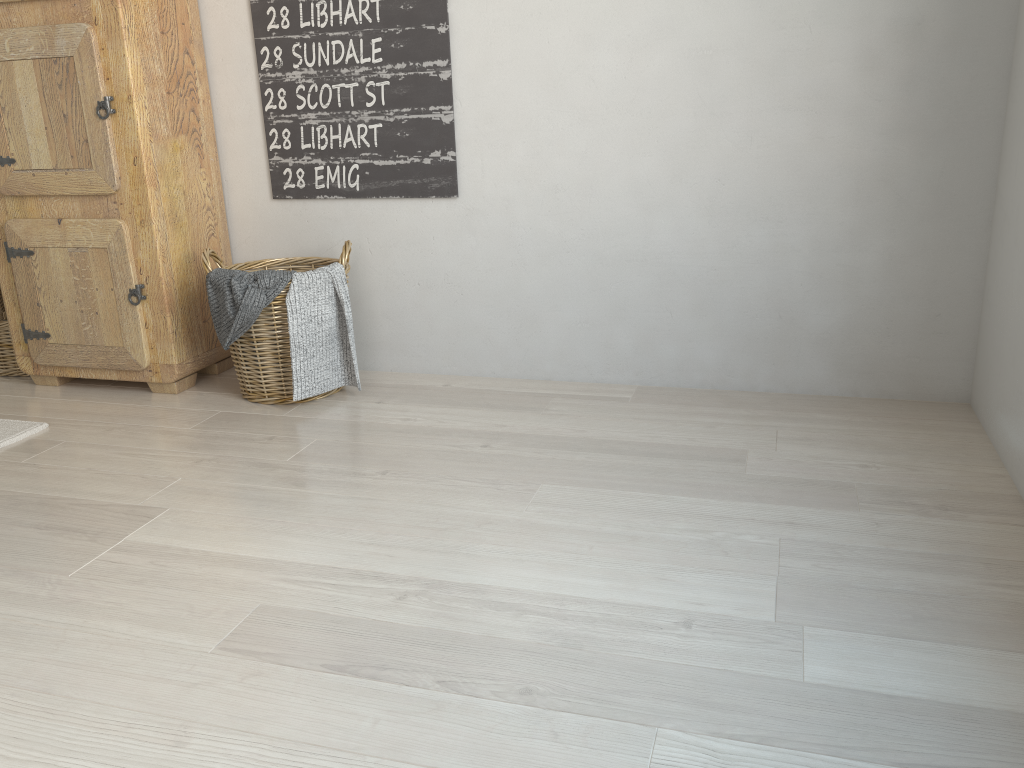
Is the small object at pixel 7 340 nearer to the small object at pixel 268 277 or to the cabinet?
the cabinet

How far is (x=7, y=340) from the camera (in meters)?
2.81

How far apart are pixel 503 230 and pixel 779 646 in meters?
1.5 m

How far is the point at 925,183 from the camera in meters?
2.2 m

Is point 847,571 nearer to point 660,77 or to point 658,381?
point 658,381

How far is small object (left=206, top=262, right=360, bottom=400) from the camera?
2.3m

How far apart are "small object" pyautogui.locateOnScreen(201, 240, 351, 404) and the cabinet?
0.1 meters

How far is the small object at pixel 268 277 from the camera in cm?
232

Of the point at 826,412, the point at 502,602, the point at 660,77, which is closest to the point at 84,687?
the point at 502,602

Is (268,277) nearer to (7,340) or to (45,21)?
(45,21)
